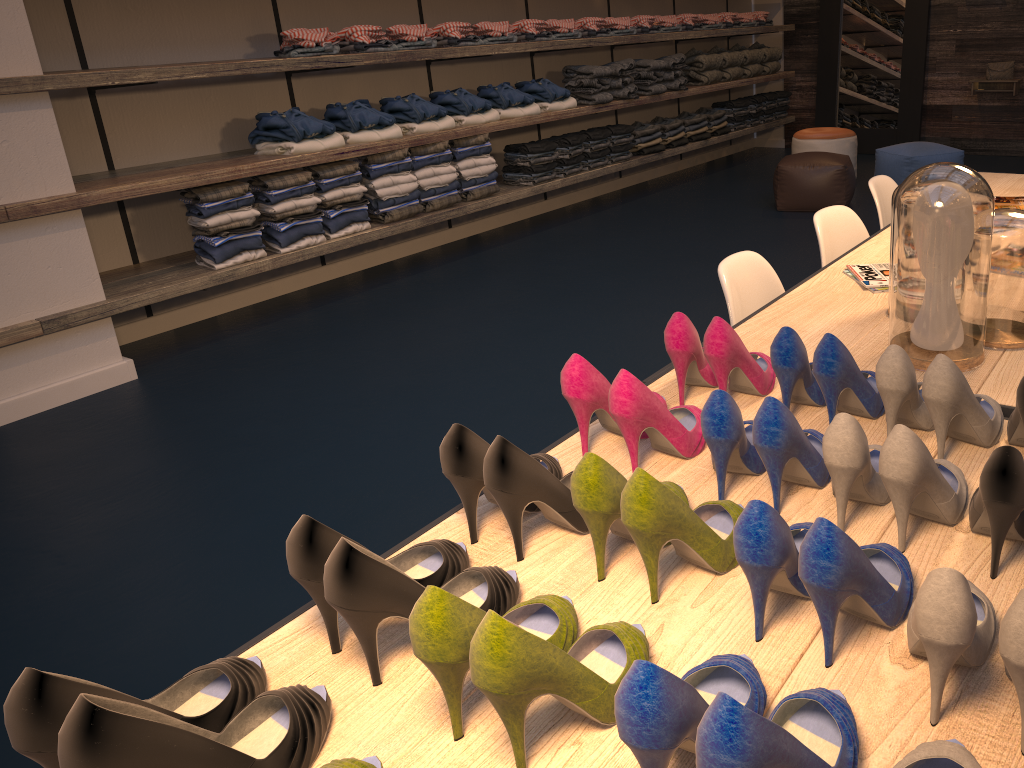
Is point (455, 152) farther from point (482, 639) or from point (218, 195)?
point (482, 639)

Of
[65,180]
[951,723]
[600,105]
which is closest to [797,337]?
[951,723]

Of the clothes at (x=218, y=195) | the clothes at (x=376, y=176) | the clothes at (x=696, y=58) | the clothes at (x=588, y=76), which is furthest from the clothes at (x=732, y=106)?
the clothes at (x=218, y=195)

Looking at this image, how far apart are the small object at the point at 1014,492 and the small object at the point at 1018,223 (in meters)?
0.71

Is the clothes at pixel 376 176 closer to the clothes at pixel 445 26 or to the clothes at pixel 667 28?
the clothes at pixel 445 26

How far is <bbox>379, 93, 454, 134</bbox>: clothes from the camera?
5.27m

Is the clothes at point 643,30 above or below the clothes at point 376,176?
above

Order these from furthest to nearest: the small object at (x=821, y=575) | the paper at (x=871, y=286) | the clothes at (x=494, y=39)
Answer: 1. the clothes at (x=494, y=39)
2. the paper at (x=871, y=286)
3. the small object at (x=821, y=575)

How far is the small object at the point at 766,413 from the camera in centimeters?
119cm

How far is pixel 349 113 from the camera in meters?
5.0 m
